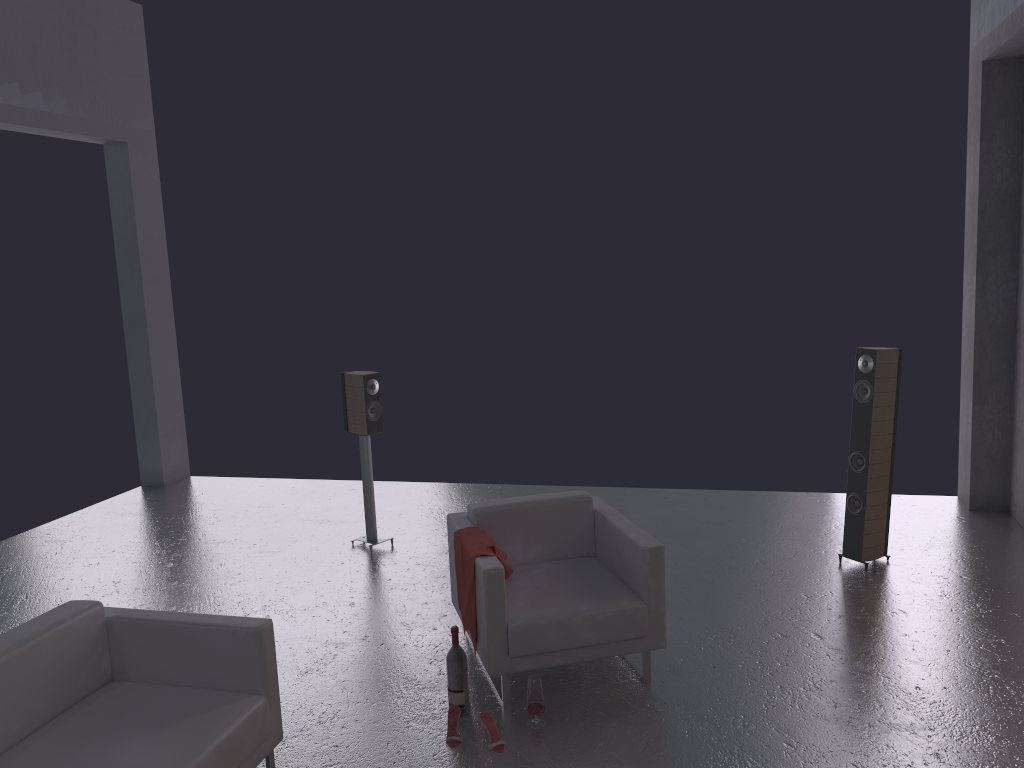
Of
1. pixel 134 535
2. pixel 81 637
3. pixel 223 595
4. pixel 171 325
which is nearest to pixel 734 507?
pixel 223 595

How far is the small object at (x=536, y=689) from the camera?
4.1 meters

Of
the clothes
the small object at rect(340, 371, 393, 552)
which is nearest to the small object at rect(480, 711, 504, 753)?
the clothes

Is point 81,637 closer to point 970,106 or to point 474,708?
point 474,708

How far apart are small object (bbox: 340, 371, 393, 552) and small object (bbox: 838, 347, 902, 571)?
3.4 meters

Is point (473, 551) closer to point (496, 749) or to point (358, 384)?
point (496, 749)

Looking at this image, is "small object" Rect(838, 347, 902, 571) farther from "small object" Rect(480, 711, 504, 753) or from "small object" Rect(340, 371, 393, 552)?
"small object" Rect(340, 371, 393, 552)

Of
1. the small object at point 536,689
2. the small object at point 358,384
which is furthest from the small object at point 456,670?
the small object at point 358,384

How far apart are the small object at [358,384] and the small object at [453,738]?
2.75m

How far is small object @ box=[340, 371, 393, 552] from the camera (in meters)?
6.60
